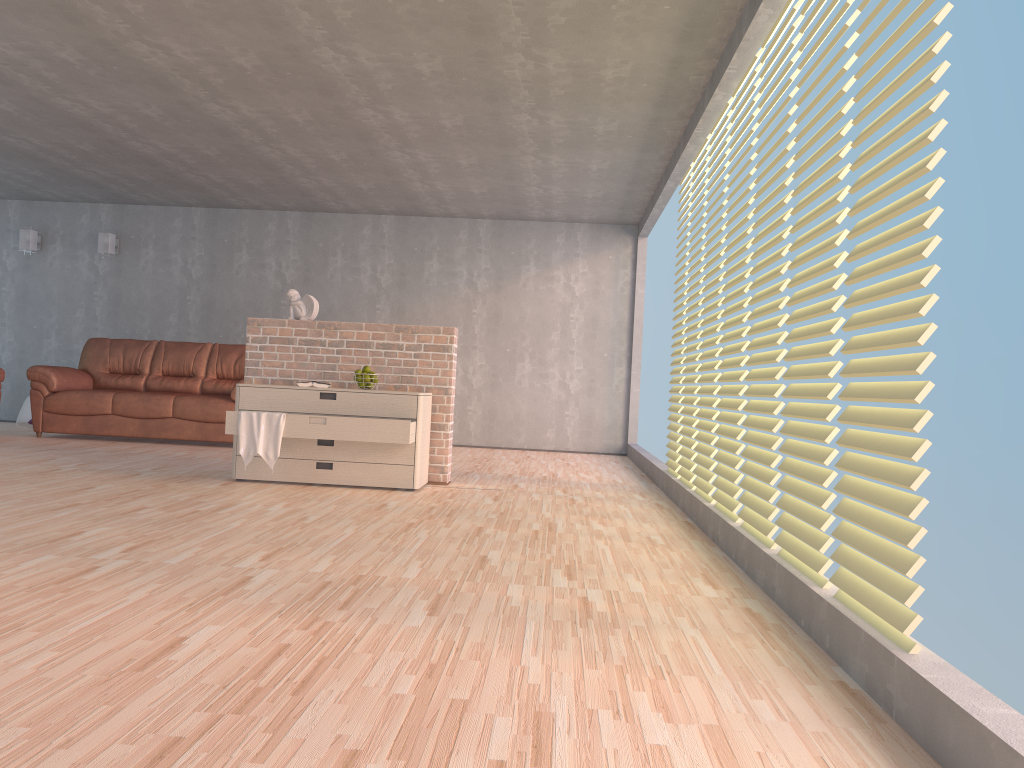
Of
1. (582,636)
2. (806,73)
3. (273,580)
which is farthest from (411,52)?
(582,636)

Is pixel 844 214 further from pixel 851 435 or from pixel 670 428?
pixel 670 428

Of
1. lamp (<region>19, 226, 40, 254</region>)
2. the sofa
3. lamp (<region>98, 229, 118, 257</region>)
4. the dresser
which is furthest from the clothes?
lamp (<region>19, 226, 40, 254</region>)

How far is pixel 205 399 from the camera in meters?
8.0 m

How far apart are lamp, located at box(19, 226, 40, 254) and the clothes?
5.93m

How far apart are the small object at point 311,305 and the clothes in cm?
97

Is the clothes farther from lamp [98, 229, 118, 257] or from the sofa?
lamp [98, 229, 118, 257]

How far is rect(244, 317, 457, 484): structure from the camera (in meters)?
5.92

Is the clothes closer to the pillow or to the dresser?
the dresser

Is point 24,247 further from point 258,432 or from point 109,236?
point 258,432
